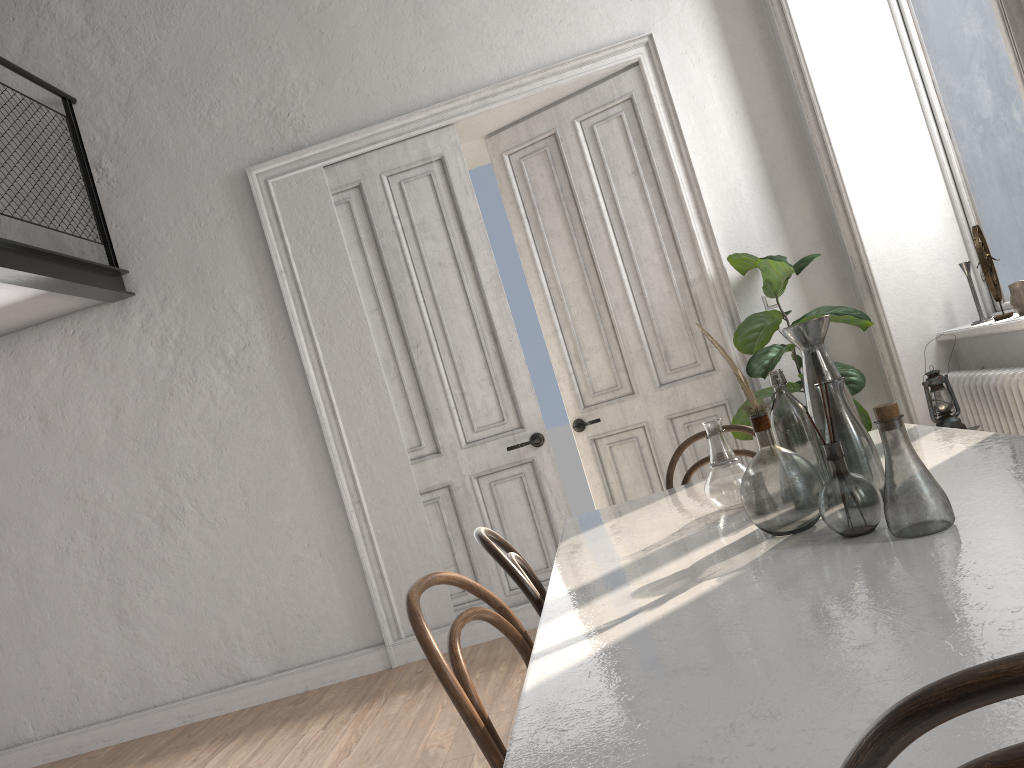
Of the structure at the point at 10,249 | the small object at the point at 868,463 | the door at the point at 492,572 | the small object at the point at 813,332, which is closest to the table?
the small object at the point at 868,463

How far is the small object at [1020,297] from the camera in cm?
362

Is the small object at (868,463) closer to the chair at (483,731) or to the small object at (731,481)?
the small object at (731,481)

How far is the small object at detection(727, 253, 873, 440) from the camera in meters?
4.2 m

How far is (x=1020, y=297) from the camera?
3.62m

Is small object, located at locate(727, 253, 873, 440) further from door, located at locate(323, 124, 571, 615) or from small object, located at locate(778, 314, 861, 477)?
small object, located at locate(778, 314, 861, 477)

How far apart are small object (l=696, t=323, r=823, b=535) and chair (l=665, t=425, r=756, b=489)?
1.2m

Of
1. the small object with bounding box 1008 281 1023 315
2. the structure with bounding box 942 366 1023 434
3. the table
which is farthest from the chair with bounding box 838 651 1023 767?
the small object with bounding box 1008 281 1023 315

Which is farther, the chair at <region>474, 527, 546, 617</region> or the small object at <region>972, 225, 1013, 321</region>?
the small object at <region>972, 225, 1013, 321</region>

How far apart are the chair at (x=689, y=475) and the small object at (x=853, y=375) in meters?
1.4
